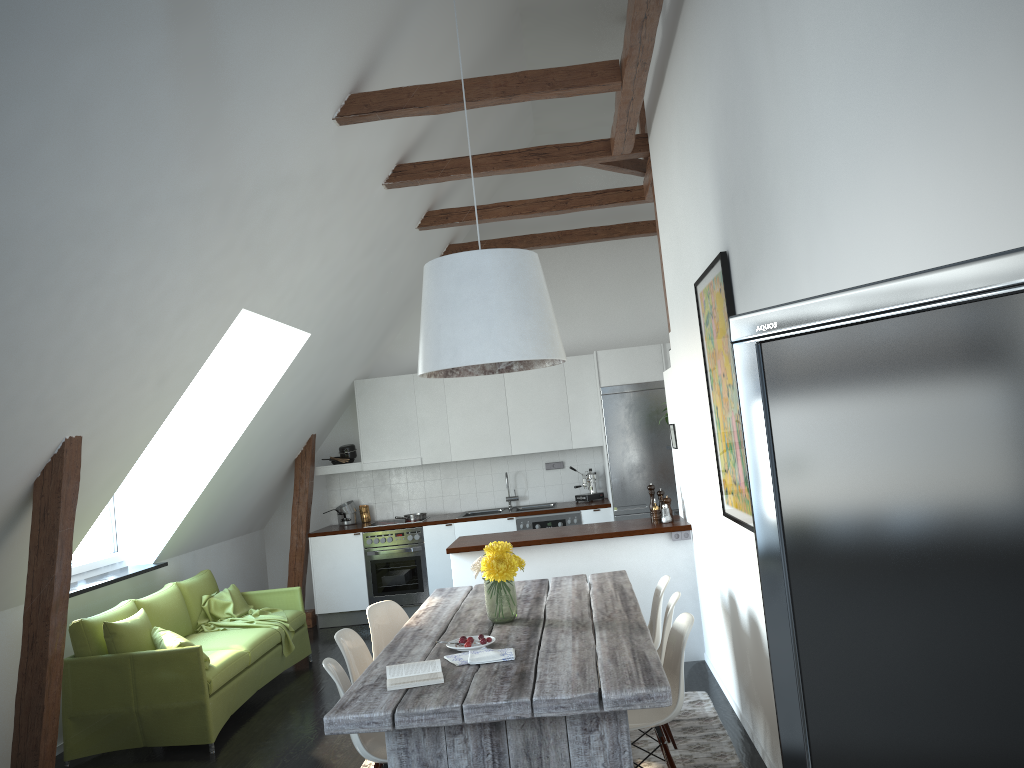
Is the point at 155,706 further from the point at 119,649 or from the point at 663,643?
the point at 663,643

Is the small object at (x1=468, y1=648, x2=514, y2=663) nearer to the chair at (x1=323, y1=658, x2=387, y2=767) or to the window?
the chair at (x1=323, y1=658, x2=387, y2=767)

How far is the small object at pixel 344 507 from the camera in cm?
902

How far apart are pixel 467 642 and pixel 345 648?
0.81m

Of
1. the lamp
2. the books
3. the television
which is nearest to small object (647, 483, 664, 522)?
the lamp

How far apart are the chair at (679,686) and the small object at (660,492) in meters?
2.5 m

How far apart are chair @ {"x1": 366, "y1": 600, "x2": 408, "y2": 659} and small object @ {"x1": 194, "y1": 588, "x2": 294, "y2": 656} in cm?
199

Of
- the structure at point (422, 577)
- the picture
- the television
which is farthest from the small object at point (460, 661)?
the structure at point (422, 577)

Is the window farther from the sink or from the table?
the sink

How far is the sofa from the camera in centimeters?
517cm
